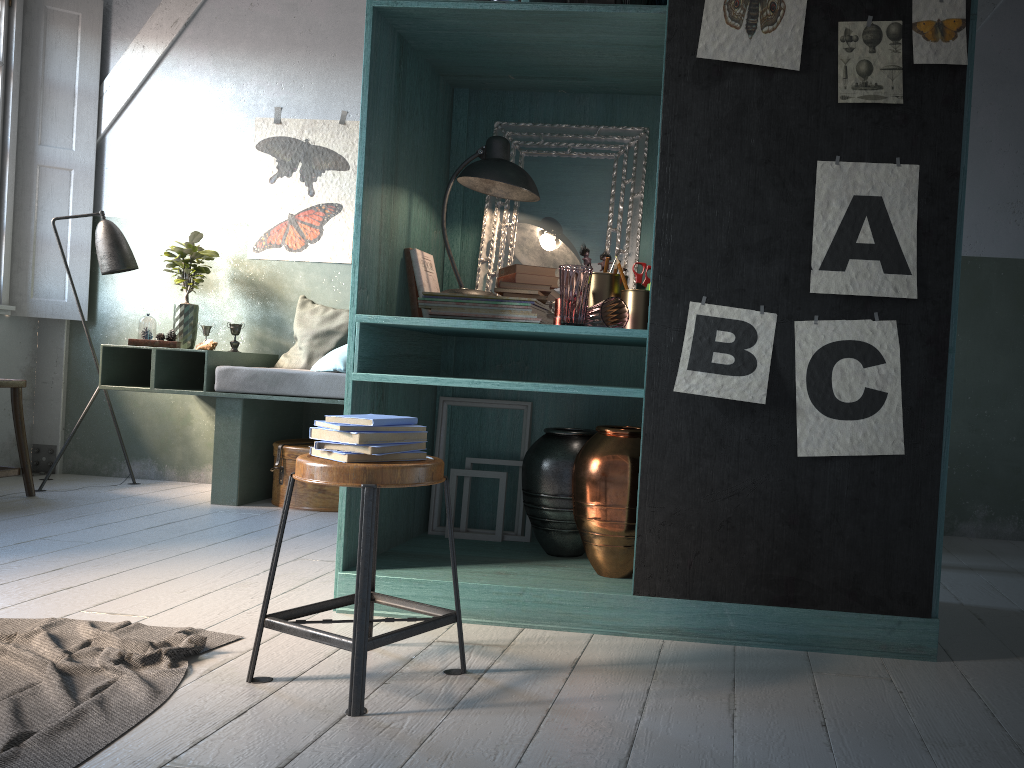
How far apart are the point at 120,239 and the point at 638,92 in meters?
4.0

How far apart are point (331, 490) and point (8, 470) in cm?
202

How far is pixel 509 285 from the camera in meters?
3.5

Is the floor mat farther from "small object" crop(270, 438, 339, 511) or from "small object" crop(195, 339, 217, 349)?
"small object" crop(195, 339, 217, 349)

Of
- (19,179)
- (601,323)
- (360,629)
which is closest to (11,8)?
(19,179)

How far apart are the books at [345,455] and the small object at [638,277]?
1.32m

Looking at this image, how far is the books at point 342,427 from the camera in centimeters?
250cm

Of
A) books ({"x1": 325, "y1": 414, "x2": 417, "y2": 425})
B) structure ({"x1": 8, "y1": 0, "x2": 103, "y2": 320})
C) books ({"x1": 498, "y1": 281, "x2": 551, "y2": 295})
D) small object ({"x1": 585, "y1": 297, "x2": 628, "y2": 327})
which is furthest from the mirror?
structure ({"x1": 8, "y1": 0, "x2": 103, "y2": 320})

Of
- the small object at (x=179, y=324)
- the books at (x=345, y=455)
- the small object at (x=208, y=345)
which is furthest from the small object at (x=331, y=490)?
the books at (x=345, y=455)

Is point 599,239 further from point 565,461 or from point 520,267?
point 565,461
